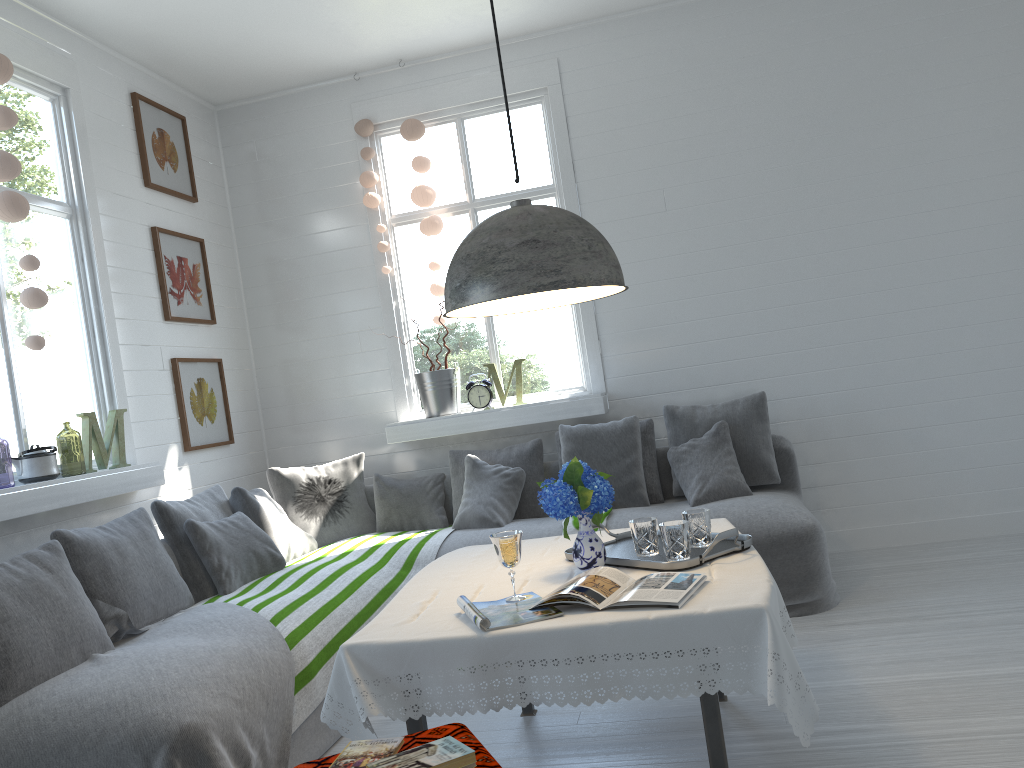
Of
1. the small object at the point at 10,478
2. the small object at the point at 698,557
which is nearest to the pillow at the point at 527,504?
the small object at the point at 698,557

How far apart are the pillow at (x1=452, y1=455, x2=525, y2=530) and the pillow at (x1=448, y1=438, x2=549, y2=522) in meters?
0.1

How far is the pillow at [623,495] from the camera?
5.2m

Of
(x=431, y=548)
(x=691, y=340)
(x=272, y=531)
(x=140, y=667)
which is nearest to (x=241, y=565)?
(x=272, y=531)

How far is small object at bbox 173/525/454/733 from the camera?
3.5 meters

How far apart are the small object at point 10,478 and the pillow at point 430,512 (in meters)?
2.83

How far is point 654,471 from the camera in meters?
5.4

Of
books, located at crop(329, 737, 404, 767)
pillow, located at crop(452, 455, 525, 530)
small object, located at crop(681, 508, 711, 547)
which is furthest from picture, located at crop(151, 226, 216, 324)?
books, located at crop(329, 737, 404, 767)

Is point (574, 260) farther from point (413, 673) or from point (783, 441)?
point (783, 441)

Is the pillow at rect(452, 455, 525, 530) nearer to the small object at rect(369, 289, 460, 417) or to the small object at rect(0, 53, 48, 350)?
the small object at rect(369, 289, 460, 417)
